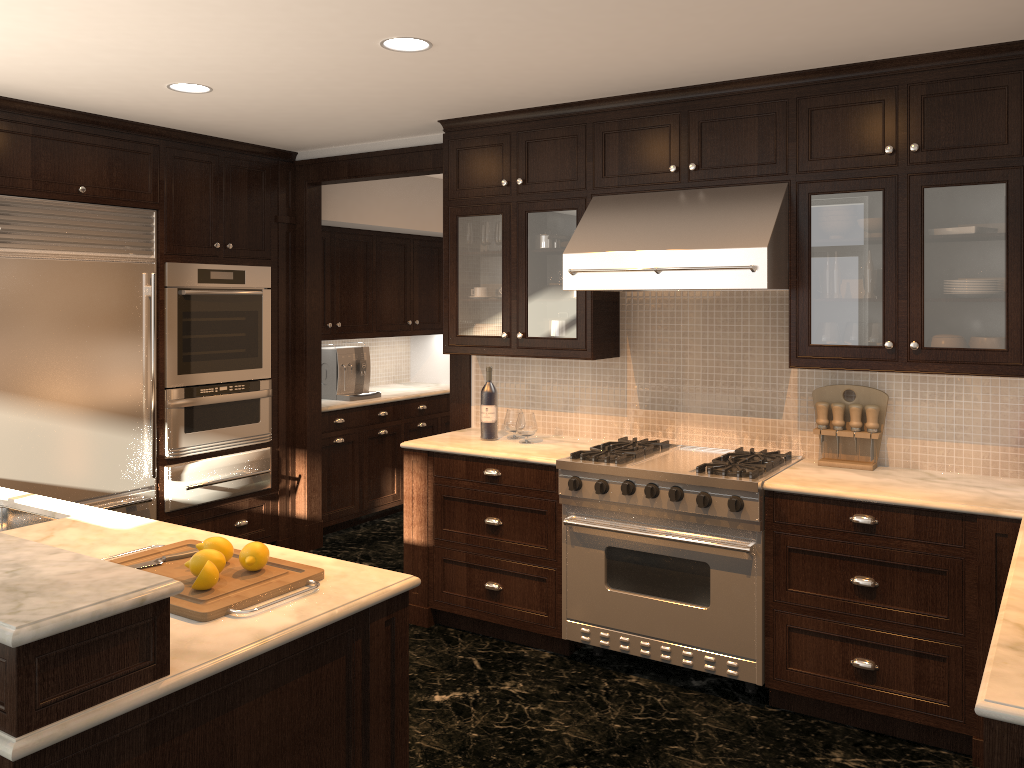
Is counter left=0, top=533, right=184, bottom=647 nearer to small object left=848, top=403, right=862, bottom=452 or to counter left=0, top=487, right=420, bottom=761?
counter left=0, top=487, right=420, bottom=761

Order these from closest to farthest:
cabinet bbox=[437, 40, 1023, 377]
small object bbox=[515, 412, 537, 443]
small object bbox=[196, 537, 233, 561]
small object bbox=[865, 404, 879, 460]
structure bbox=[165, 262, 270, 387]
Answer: small object bbox=[196, 537, 233, 561] < cabinet bbox=[437, 40, 1023, 377] < small object bbox=[865, 404, 879, 460] < small object bbox=[515, 412, 537, 443] < structure bbox=[165, 262, 270, 387]

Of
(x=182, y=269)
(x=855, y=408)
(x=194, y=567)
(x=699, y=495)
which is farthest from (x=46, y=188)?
(x=855, y=408)

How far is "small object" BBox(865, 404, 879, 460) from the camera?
3.7m

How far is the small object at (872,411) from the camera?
3.75m

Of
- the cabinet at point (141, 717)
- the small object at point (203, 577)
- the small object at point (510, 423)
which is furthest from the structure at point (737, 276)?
the small object at point (203, 577)

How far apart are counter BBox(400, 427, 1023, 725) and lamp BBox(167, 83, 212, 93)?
1.9 meters

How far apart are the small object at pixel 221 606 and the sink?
0.8 meters

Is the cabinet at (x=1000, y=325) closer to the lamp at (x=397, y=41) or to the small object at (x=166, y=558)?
the lamp at (x=397, y=41)

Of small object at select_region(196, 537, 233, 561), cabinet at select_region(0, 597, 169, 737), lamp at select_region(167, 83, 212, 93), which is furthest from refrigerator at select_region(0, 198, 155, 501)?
cabinet at select_region(0, 597, 169, 737)
